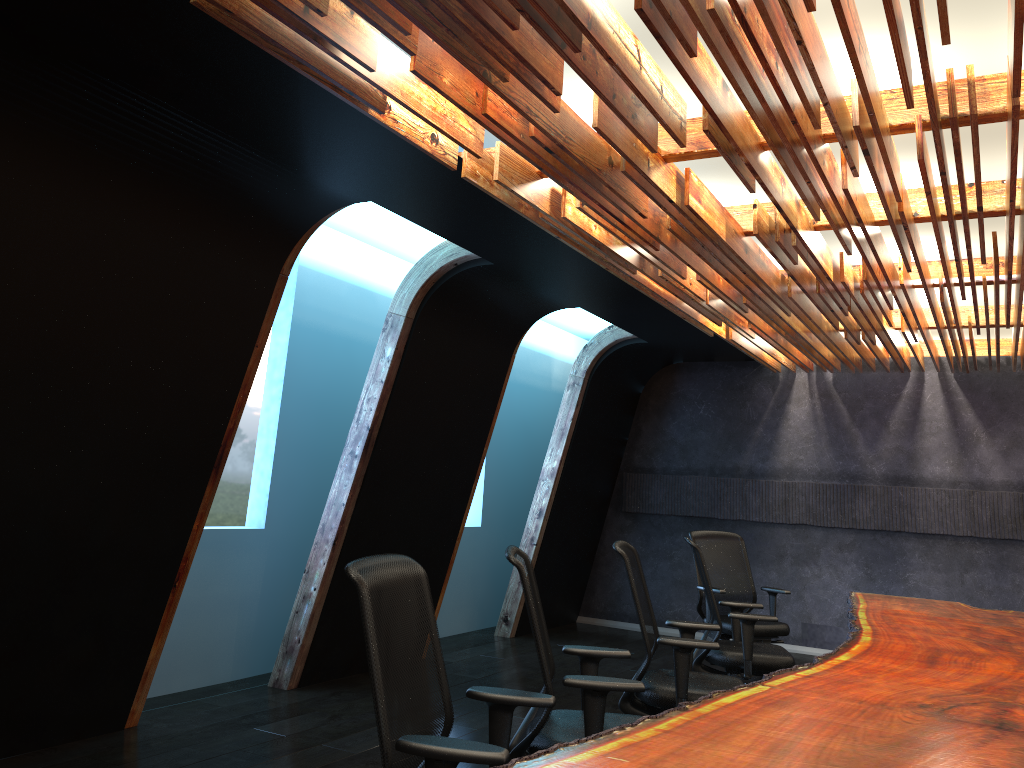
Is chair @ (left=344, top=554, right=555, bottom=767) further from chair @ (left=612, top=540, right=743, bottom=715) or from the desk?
chair @ (left=612, top=540, right=743, bottom=715)

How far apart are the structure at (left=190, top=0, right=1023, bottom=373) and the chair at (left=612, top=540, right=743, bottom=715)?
1.71m

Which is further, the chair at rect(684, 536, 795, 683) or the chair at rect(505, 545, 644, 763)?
the chair at rect(684, 536, 795, 683)

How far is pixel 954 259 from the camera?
6.3m

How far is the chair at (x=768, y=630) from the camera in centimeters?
703cm

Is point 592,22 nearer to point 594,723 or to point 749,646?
point 594,723

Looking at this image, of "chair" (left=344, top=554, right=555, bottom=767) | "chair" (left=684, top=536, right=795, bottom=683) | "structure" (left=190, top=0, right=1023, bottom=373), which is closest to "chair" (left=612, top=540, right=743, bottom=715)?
"chair" (left=684, top=536, right=795, bottom=683)

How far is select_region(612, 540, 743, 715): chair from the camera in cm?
438

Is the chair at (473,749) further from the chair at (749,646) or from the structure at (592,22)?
the chair at (749,646)

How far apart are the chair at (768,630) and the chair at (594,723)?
3.31m
